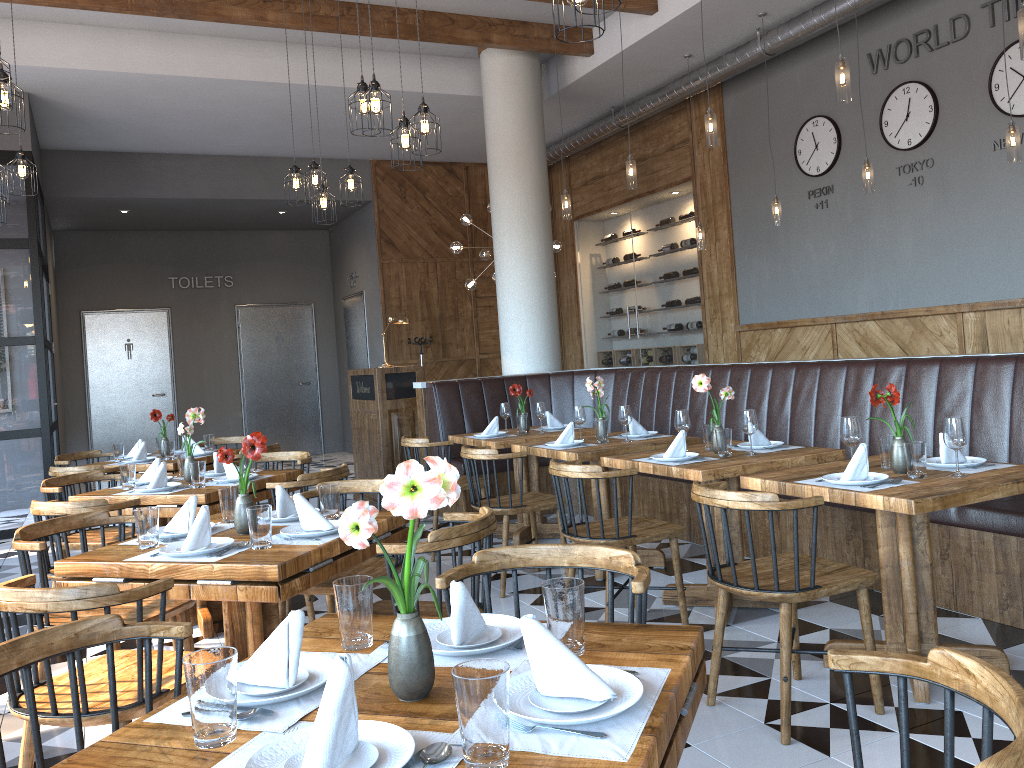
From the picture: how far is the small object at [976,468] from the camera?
3.4m

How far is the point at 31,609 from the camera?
2.2m

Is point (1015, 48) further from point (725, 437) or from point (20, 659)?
point (20, 659)

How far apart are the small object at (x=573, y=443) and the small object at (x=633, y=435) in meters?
0.4

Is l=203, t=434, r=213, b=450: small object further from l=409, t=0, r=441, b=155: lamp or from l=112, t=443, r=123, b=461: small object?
l=409, t=0, r=441, b=155: lamp

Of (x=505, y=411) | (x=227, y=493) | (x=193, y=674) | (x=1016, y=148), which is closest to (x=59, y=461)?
(x=505, y=411)

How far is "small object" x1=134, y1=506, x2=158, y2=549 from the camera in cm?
295

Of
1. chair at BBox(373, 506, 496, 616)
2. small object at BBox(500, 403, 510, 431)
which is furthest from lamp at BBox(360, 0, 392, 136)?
chair at BBox(373, 506, 496, 616)

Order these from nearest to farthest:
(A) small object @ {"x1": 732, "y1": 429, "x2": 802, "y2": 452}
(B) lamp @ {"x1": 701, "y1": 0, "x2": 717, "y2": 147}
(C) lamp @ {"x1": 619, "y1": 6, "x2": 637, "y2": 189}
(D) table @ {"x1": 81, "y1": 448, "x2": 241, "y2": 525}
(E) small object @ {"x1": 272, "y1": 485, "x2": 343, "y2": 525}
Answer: (E) small object @ {"x1": 272, "y1": 485, "x2": 343, "y2": 525}, (A) small object @ {"x1": 732, "y1": 429, "x2": 802, "y2": 452}, (B) lamp @ {"x1": 701, "y1": 0, "x2": 717, "y2": 147}, (D) table @ {"x1": 81, "y1": 448, "x2": 241, "y2": 525}, (C) lamp @ {"x1": 619, "y1": 6, "x2": 637, "y2": 189}

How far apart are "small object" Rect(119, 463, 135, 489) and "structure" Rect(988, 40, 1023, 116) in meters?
6.4
